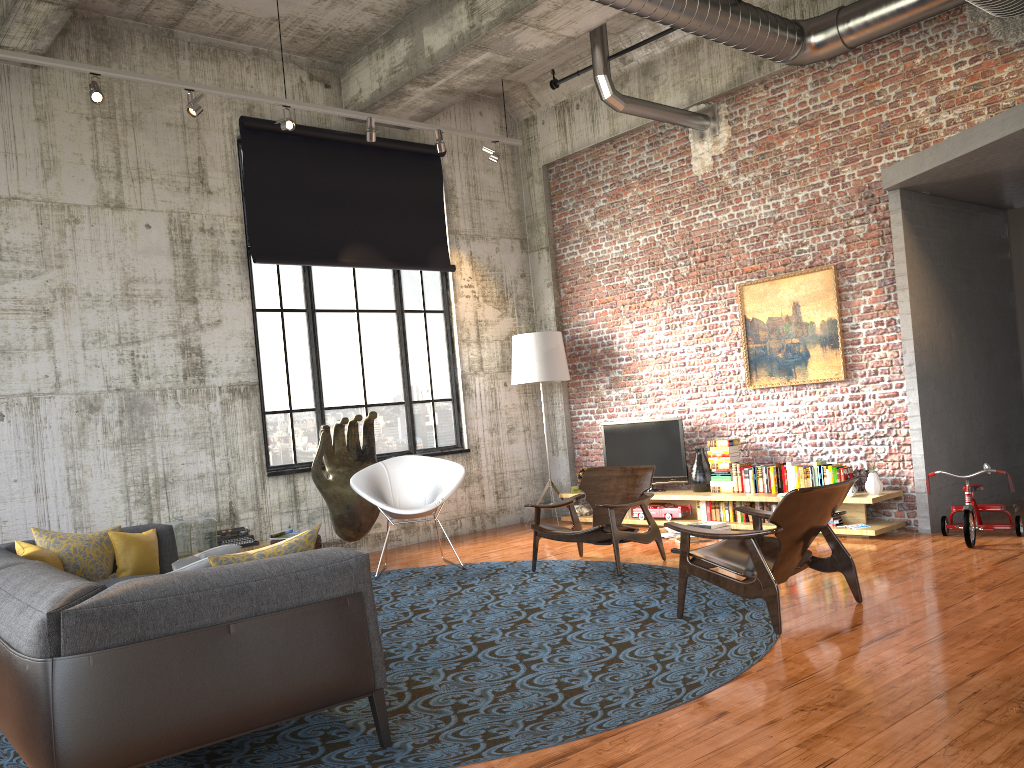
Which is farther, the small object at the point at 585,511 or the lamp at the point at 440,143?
the small object at the point at 585,511

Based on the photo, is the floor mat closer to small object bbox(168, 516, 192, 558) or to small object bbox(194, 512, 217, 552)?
small object bbox(194, 512, 217, 552)

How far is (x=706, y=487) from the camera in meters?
9.1 m

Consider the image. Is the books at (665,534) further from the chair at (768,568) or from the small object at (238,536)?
the small object at (238,536)

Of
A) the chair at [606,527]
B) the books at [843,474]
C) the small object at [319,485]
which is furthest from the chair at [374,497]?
the books at [843,474]

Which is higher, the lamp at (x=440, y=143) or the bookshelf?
the lamp at (x=440, y=143)

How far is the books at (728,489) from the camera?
8.8m

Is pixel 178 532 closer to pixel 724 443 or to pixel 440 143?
pixel 440 143

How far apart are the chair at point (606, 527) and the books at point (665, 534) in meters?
1.2

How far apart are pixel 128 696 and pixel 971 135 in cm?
655
